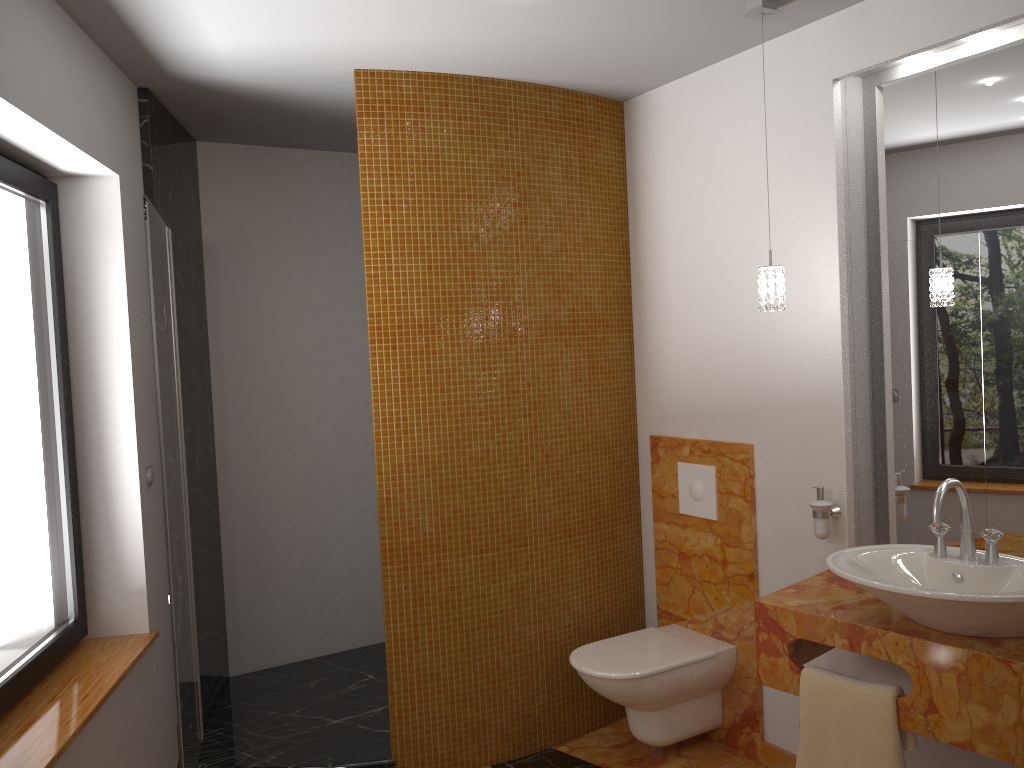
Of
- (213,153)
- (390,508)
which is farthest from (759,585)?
(213,153)

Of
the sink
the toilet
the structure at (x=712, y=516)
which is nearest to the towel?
the sink

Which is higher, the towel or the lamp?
the lamp

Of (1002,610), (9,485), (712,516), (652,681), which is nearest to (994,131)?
(1002,610)

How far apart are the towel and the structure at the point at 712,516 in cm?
97

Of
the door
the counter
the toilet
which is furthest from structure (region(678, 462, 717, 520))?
the door

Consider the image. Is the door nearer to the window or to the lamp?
the window

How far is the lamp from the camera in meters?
2.6

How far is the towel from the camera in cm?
215

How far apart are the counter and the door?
1.7m
